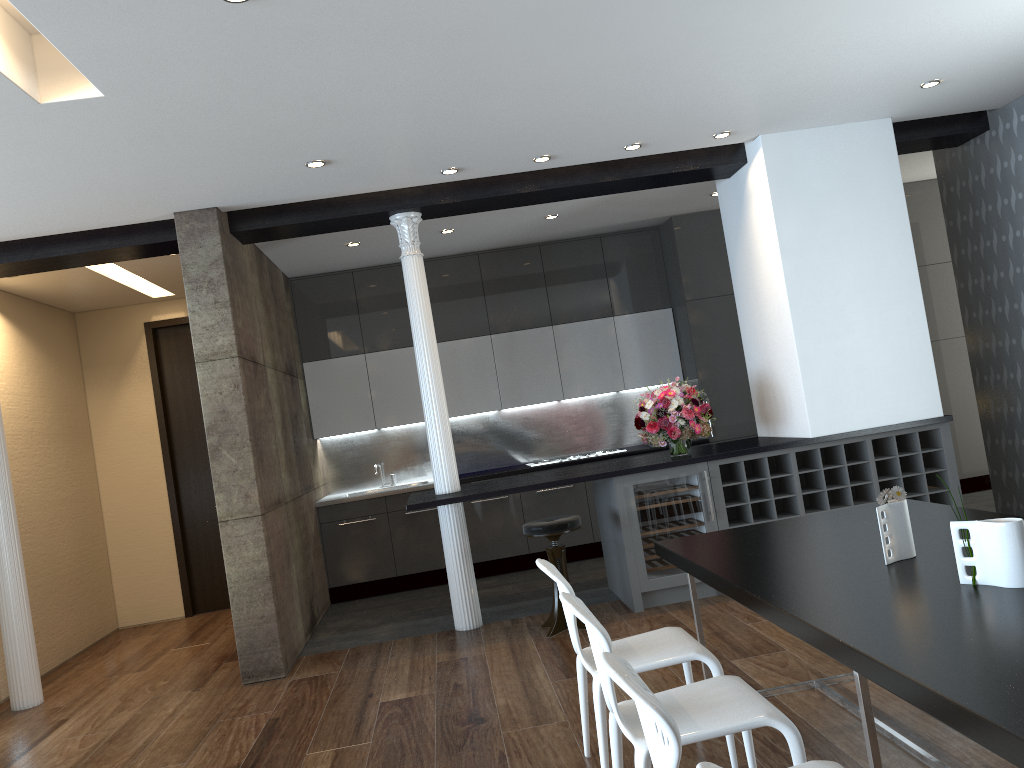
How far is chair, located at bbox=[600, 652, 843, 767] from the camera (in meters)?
1.72

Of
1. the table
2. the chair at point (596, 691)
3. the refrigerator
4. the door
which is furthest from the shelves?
the door

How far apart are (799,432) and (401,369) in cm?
381

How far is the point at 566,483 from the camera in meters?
5.7

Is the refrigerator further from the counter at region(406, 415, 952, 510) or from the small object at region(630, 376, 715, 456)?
the small object at region(630, 376, 715, 456)

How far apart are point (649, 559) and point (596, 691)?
2.7 meters

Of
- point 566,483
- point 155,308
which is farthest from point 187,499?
point 566,483

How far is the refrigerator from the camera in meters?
5.8

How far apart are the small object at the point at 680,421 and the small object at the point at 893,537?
2.99m

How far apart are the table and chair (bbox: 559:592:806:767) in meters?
0.2
